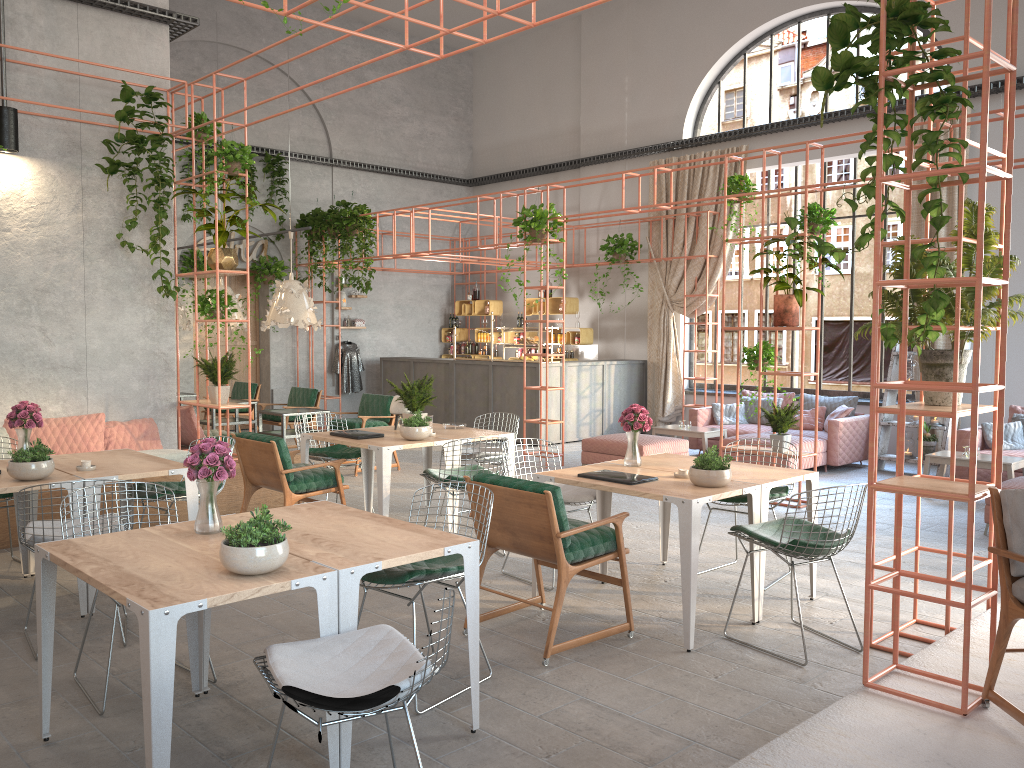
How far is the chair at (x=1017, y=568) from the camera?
3.4 meters

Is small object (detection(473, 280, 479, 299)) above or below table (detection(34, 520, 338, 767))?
above

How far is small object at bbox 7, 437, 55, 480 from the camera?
5.1m

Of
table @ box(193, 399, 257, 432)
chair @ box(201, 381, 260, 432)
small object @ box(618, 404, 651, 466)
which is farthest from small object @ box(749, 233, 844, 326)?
chair @ box(201, 381, 260, 432)

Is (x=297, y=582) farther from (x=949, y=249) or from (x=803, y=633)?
(x=949, y=249)

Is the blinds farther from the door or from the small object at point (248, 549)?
the small object at point (248, 549)

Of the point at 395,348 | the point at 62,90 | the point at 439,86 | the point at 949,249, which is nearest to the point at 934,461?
the point at 949,249

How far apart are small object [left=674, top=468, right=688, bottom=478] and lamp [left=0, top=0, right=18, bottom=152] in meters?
6.1 m

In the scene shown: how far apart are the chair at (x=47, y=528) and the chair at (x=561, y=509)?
2.0m

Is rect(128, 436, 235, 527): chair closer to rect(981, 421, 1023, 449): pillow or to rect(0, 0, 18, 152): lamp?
rect(0, 0, 18, 152): lamp
